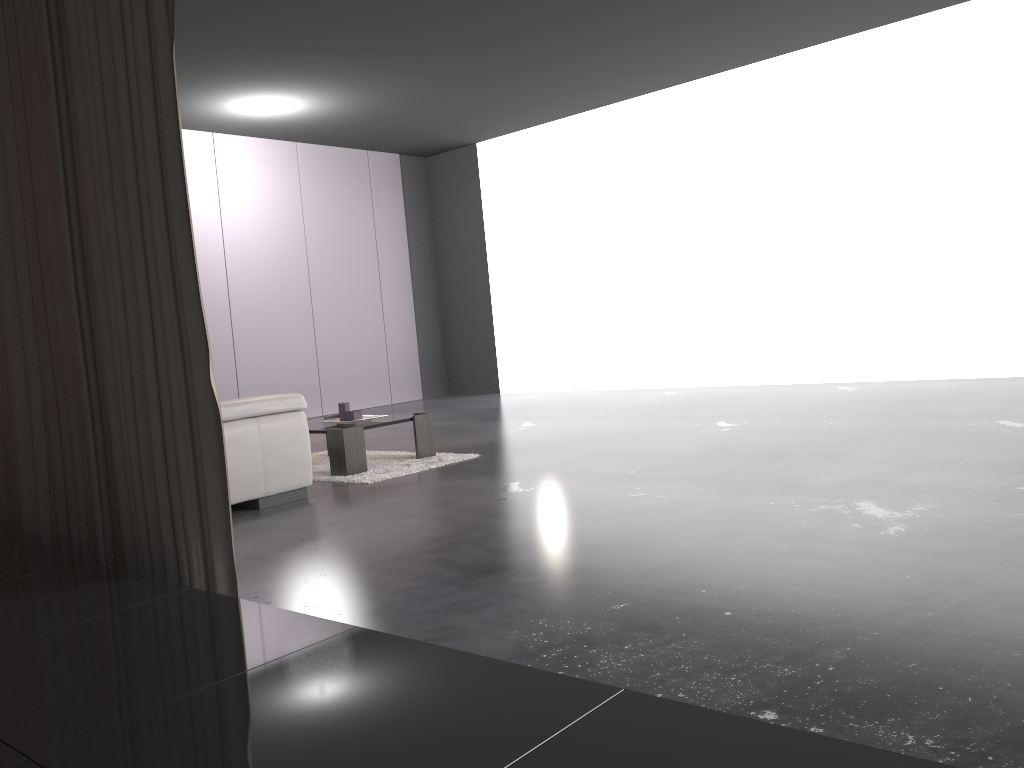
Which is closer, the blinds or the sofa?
the blinds

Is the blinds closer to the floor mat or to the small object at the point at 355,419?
the floor mat

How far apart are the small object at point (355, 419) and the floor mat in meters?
0.3 m

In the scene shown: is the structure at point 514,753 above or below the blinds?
below

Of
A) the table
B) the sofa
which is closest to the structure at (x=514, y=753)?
the sofa

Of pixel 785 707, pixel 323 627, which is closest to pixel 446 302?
pixel 785 707

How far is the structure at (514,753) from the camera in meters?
1.0

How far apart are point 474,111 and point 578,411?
3.4m

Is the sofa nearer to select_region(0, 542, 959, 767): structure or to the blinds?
the blinds

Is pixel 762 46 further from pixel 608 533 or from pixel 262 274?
pixel 608 533
